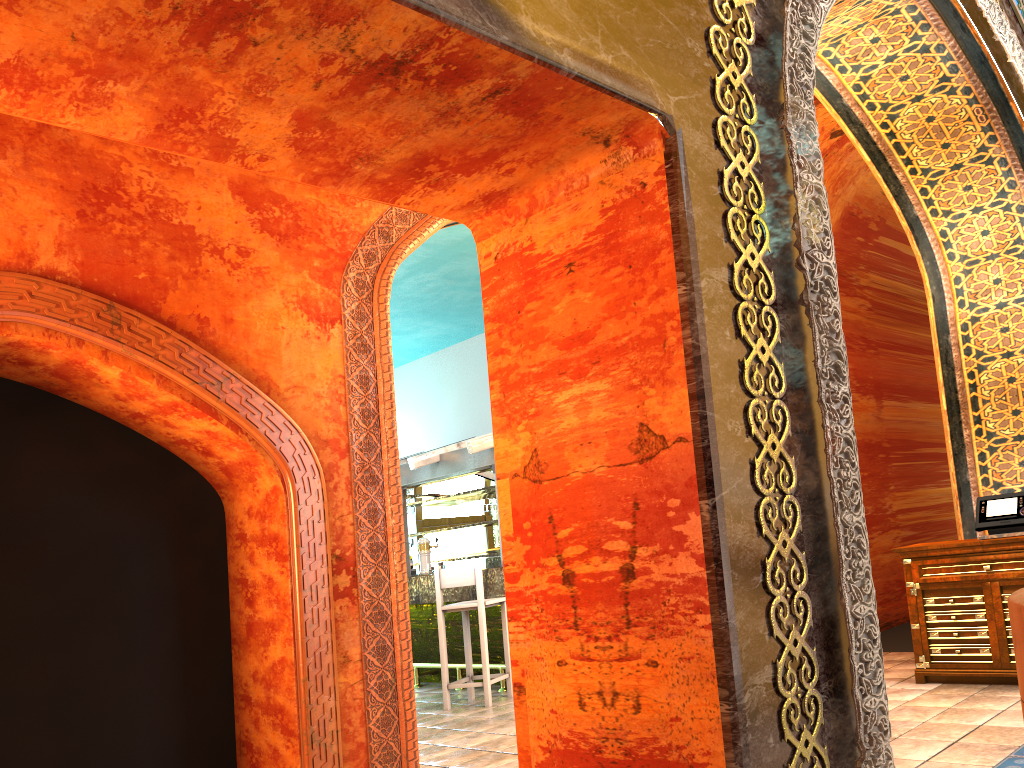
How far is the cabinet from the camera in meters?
5.6

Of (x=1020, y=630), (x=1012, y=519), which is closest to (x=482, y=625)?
(x=1012, y=519)

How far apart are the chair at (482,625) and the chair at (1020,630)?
6.94m

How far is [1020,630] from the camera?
1.2m

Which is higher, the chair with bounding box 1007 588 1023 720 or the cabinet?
the chair with bounding box 1007 588 1023 720

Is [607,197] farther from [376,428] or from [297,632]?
[297,632]

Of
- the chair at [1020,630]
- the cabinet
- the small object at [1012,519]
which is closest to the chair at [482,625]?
the cabinet

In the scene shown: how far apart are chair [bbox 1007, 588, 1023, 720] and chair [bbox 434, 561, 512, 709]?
6.9m

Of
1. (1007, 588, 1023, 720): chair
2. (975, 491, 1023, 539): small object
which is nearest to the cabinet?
(975, 491, 1023, 539): small object

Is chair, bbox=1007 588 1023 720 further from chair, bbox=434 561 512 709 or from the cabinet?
chair, bbox=434 561 512 709
